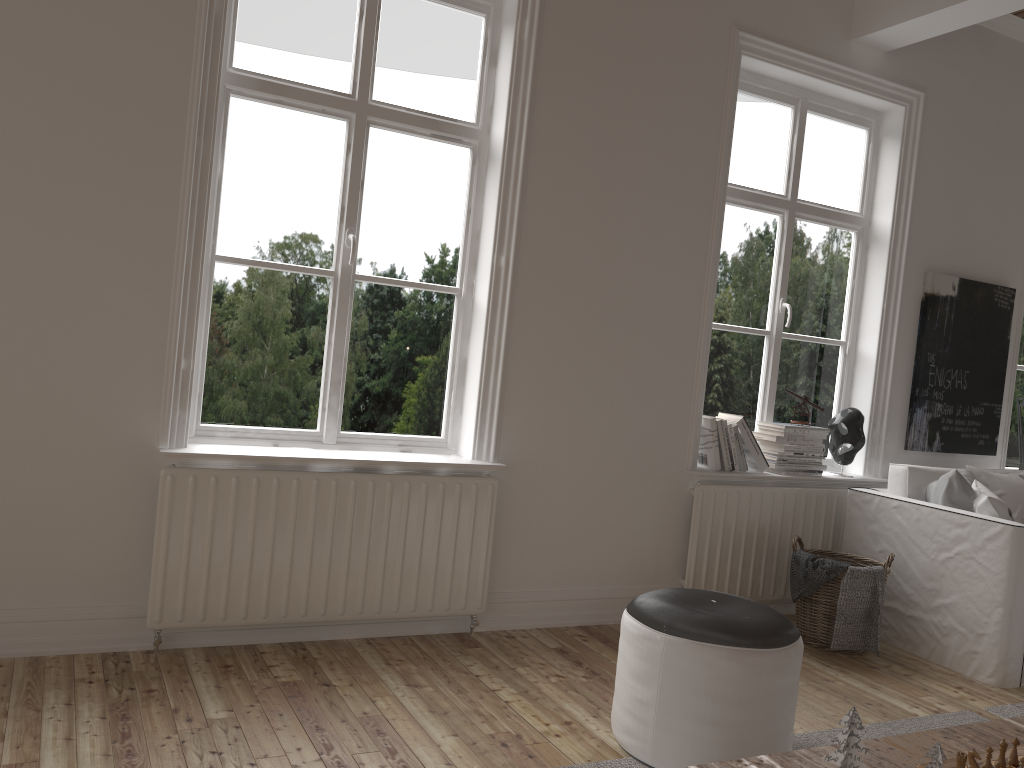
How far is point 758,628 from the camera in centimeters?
240cm

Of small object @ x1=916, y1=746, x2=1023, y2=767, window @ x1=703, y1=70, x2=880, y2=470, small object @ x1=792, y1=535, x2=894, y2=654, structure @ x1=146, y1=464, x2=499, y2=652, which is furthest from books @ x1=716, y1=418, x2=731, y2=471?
small object @ x1=916, y1=746, x2=1023, y2=767

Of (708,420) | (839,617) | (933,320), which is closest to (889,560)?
(839,617)

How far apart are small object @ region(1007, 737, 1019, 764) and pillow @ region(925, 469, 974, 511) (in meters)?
2.09

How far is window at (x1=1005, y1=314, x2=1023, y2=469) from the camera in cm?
524

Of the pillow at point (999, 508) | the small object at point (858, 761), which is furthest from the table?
the pillow at point (999, 508)

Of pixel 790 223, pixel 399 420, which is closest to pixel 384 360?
pixel 399 420

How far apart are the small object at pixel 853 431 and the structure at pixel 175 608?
1.9m

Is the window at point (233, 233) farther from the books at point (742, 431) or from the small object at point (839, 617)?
Result: the small object at point (839, 617)

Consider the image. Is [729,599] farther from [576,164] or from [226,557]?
[576,164]
